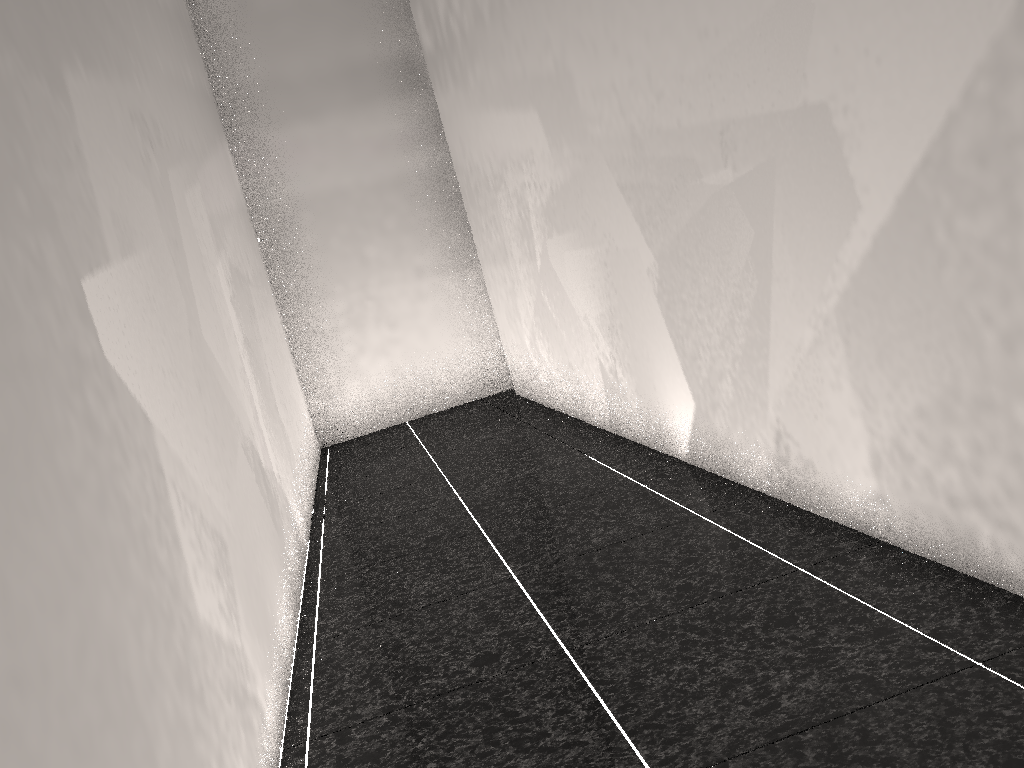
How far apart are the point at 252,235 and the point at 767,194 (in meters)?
4.32

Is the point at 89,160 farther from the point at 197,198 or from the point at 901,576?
the point at 901,576
